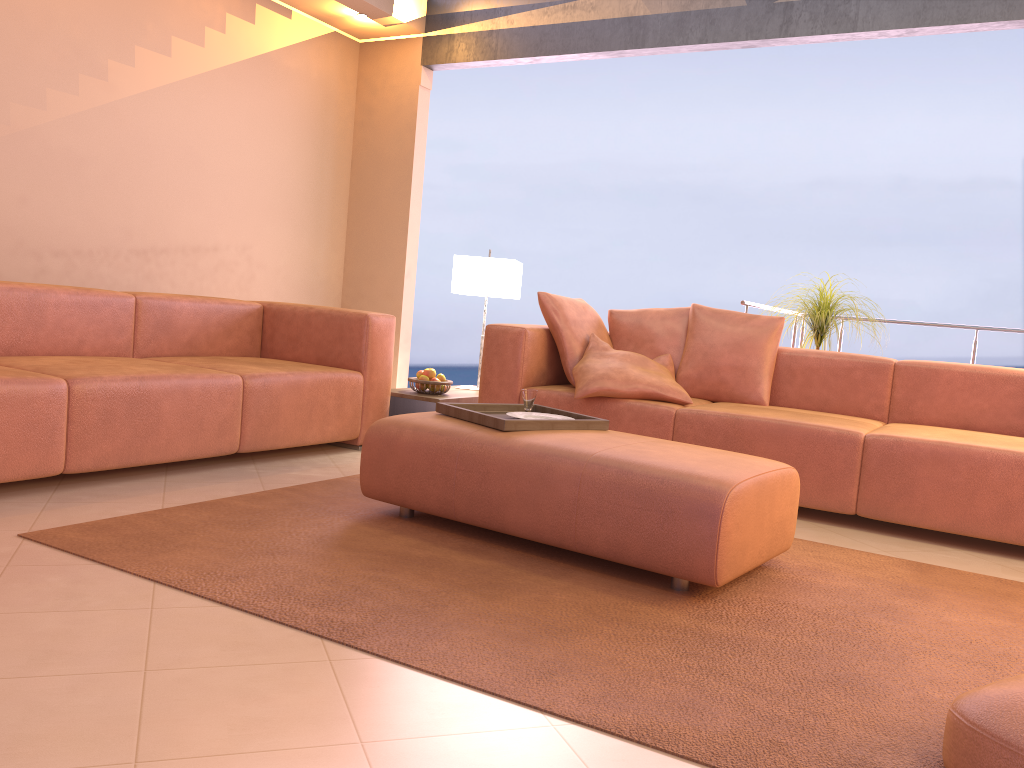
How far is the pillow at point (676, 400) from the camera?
3.9 meters

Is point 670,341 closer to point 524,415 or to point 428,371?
point 428,371

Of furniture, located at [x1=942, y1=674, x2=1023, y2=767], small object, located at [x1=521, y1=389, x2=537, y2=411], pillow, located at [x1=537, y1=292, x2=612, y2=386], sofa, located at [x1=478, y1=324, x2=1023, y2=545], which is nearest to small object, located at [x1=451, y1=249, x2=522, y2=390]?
pillow, located at [x1=537, y1=292, x2=612, y2=386]

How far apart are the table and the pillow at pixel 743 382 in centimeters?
106cm

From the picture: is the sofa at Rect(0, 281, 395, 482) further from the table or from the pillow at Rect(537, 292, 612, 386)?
the pillow at Rect(537, 292, 612, 386)

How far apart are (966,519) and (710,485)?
1.5 meters

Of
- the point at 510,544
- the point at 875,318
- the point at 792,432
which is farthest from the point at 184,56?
the point at 875,318

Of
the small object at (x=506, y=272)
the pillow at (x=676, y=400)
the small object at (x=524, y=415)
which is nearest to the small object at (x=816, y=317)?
the pillow at (x=676, y=400)

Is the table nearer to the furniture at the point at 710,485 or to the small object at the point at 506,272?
the small object at the point at 506,272

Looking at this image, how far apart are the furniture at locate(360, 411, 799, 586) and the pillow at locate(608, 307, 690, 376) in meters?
1.5
